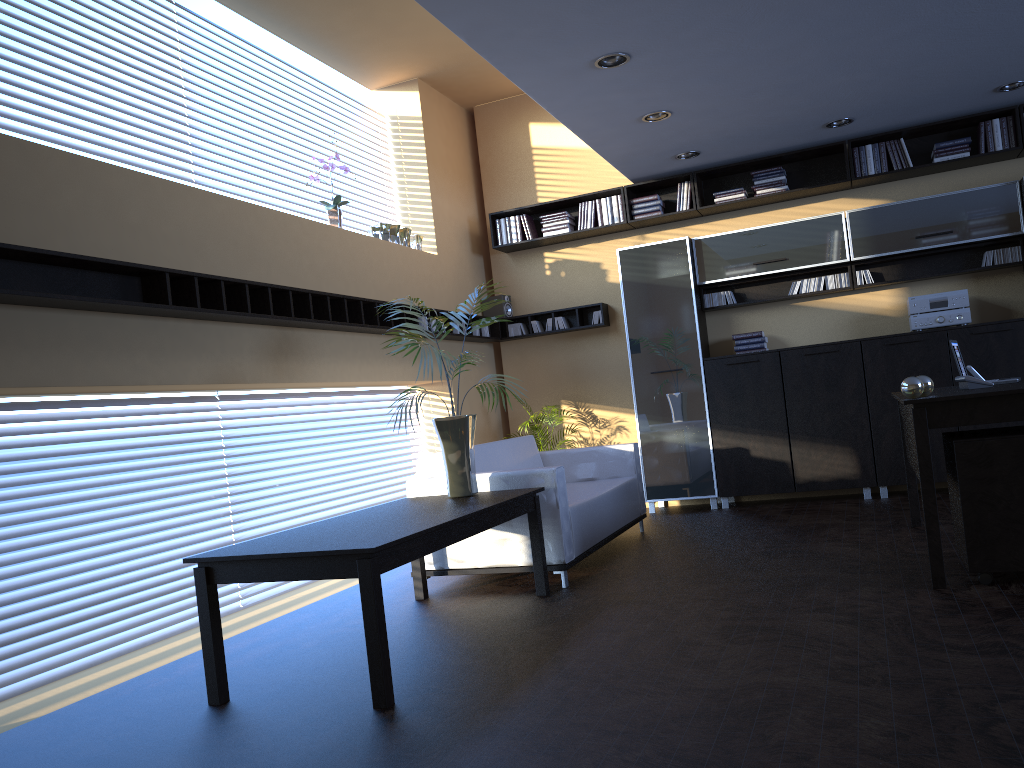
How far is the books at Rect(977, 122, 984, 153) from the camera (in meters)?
7.07

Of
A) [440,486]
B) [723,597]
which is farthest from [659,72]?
[723,597]

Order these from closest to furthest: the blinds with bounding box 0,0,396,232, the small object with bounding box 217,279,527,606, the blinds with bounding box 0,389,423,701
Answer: the blinds with bounding box 0,389,423,701, the blinds with bounding box 0,0,396,232, the small object with bounding box 217,279,527,606

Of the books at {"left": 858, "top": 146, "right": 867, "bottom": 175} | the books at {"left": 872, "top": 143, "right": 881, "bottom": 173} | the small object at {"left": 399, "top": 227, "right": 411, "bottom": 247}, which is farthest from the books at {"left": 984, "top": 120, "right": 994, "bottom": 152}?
the small object at {"left": 399, "top": 227, "right": 411, "bottom": 247}

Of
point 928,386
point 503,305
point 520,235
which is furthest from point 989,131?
point 503,305

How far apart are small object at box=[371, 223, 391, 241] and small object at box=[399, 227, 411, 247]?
0.30m

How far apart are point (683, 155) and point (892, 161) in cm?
171

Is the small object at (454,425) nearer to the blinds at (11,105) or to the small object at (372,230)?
the blinds at (11,105)

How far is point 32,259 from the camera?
3.9 meters

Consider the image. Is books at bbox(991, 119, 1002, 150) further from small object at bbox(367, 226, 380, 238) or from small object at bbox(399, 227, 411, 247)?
small object at bbox(367, 226, 380, 238)
